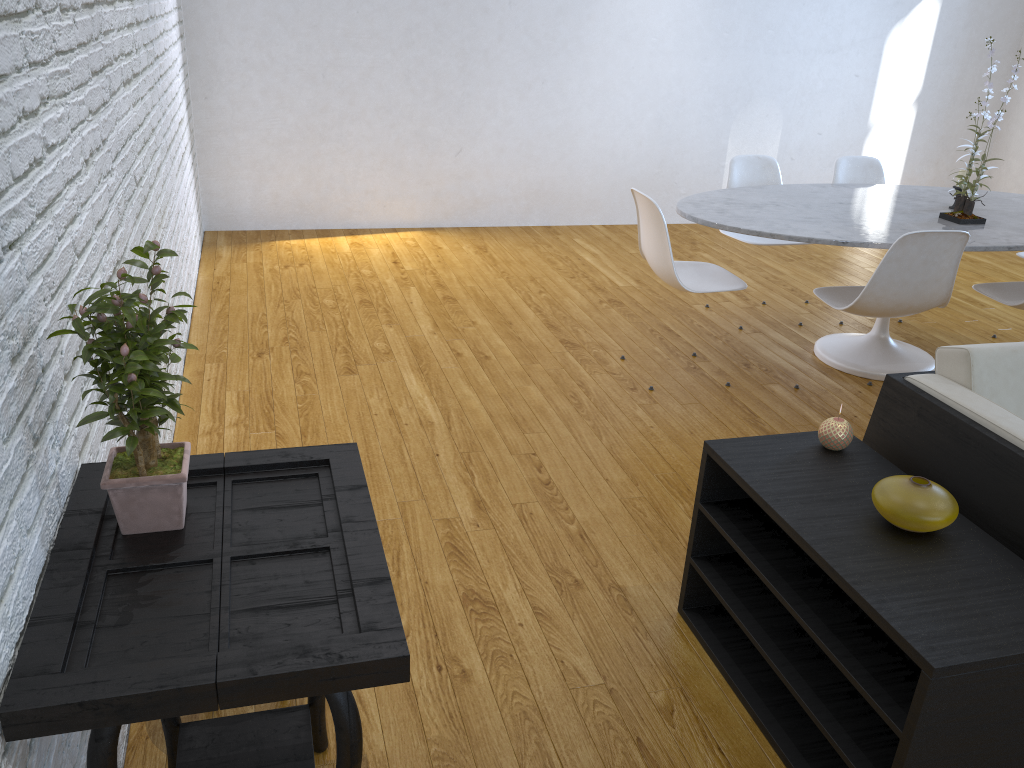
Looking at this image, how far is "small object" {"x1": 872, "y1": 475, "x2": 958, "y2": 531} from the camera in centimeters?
154cm

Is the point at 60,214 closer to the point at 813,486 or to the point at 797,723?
the point at 813,486

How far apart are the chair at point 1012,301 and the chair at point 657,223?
0.9 meters

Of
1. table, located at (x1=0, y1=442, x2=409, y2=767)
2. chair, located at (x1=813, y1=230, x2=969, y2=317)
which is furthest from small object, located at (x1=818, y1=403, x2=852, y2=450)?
chair, located at (x1=813, y1=230, x2=969, y2=317)

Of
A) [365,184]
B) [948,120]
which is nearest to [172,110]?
[365,184]

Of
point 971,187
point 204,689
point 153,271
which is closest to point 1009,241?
point 971,187

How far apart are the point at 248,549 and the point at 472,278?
→ 3.3 meters

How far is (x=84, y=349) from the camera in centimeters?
117cm

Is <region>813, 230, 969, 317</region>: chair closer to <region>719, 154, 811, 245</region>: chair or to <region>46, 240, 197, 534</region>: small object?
<region>719, 154, 811, 245</region>: chair

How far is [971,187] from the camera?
3.2m
